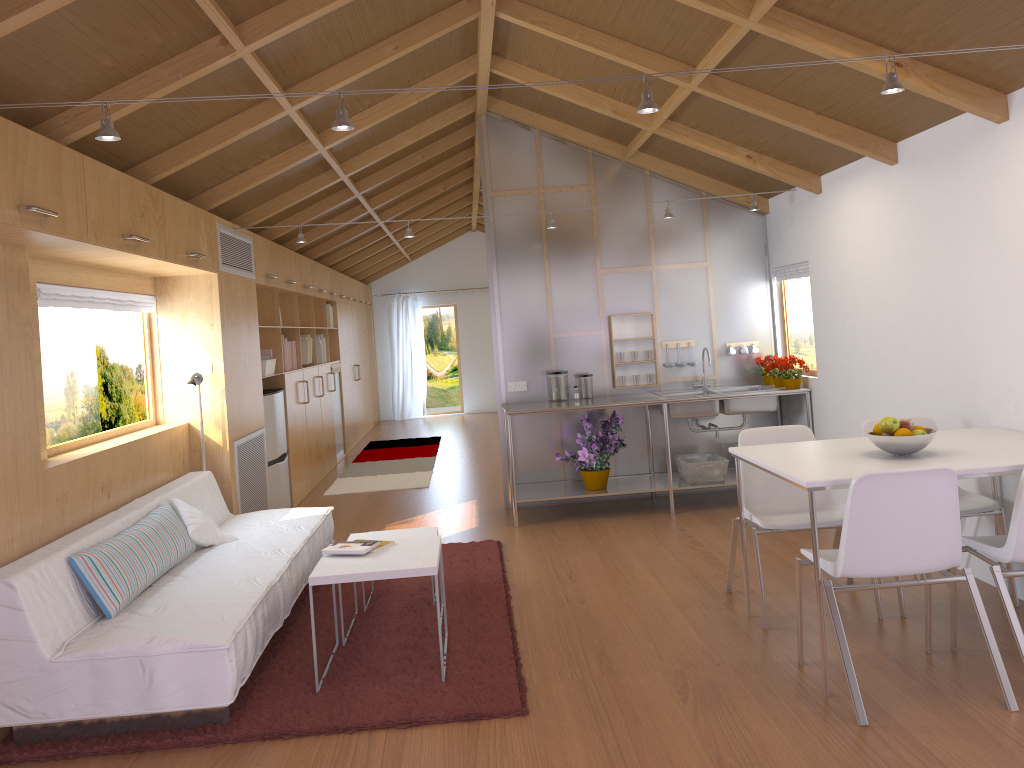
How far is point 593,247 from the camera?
6.59m

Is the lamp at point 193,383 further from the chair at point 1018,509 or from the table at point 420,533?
the chair at point 1018,509

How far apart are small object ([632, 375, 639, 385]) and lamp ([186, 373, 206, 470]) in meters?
3.1 m

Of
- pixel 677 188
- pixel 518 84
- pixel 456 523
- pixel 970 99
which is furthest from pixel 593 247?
pixel 970 99

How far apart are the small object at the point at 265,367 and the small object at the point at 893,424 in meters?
4.6 m

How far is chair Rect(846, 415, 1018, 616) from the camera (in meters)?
3.83

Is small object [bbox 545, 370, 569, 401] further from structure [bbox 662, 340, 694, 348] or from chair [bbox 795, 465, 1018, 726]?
chair [bbox 795, 465, 1018, 726]

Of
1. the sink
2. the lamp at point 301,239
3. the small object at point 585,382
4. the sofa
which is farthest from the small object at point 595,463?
the sofa

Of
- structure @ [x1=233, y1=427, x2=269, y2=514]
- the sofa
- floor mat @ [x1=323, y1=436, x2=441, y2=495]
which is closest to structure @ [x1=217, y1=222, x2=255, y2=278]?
structure @ [x1=233, y1=427, x2=269, y2=514]

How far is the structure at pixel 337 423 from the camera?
10.0m
